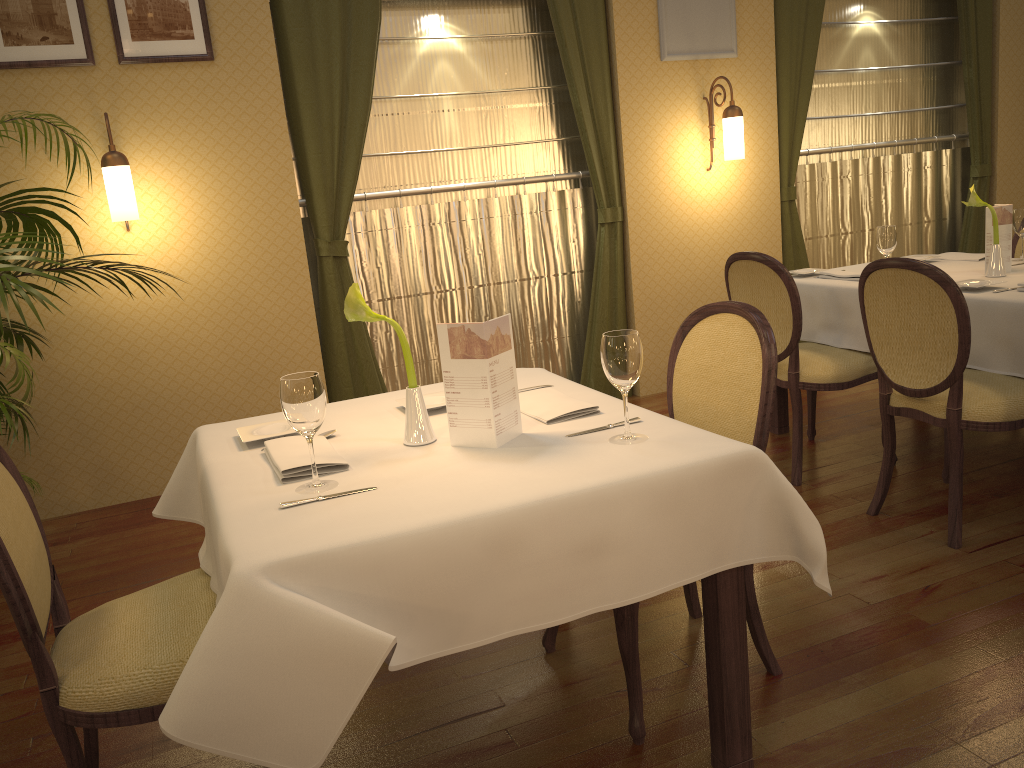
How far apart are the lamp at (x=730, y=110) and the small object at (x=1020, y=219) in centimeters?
150cm

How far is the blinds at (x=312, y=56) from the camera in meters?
4.3

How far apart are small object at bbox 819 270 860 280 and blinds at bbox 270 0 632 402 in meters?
1.4

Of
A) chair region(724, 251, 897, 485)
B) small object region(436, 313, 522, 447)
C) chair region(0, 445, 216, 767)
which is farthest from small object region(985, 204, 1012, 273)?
chair region(0, 445, 216, 767)

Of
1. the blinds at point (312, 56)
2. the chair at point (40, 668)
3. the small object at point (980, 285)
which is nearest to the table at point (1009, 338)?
the small object at point (980, 285)

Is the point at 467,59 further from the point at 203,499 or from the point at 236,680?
the point at 236,680

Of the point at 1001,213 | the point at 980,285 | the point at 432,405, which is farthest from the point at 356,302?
the point at 1001,213

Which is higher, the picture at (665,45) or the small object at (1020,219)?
the picture at (665,45)

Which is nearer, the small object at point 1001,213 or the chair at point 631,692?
the chair at point 631,692

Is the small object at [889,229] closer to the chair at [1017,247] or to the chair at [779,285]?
the chair at [779,285]
